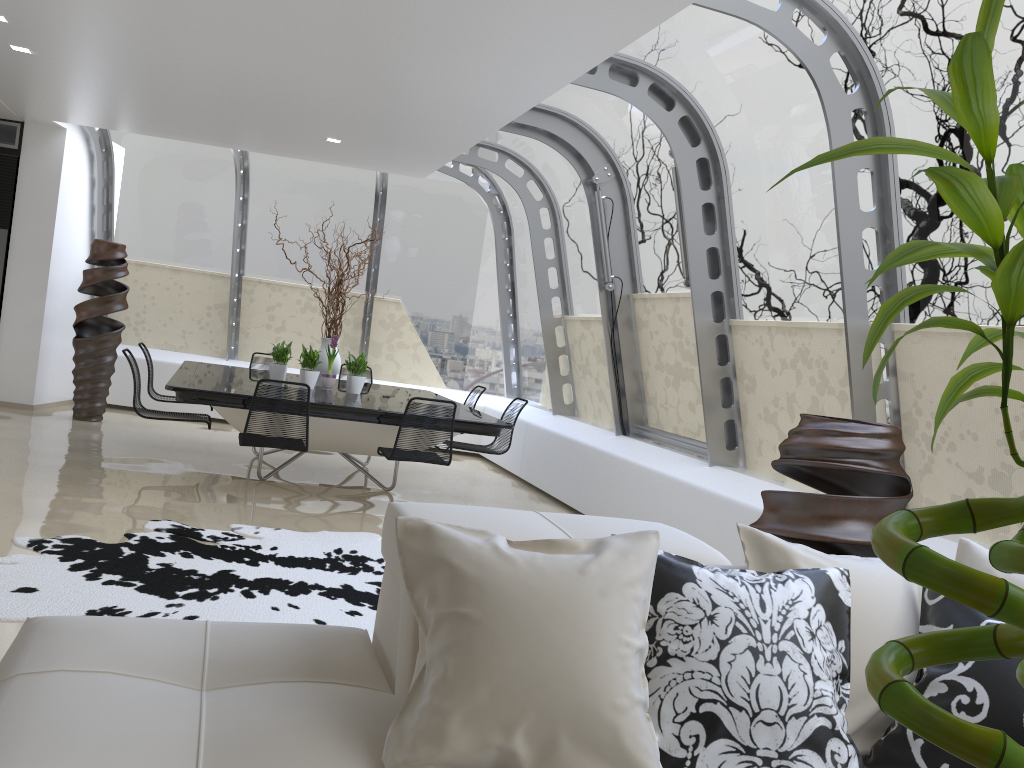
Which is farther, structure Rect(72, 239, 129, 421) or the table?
structure Rect(72, 239, 129, 421)

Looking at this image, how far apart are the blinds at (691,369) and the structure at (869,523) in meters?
2.3 m

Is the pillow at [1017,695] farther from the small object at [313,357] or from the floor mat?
the small object at [313,357]

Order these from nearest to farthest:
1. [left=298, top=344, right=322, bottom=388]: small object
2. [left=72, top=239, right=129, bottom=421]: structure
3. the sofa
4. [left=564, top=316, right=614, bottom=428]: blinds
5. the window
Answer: the sofa, the window, [left=298, top=344, right=322, bottom=388]: small object, [left=564, top=316, right=614, bottom=428]: blinds, [left=72, top=239, right=129, bottom=421]: structure

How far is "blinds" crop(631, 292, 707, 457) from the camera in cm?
663

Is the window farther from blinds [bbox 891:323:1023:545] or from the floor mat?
the floor mat

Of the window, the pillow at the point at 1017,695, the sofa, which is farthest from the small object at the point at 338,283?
the pillow at the point at 1017,695

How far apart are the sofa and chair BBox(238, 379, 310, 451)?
3.5 meters

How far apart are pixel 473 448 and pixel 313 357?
1.5m

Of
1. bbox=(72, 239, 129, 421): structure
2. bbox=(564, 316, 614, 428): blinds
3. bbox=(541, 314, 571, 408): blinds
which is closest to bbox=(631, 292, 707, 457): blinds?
bbox=(564, 316, 614, 428): blinds
